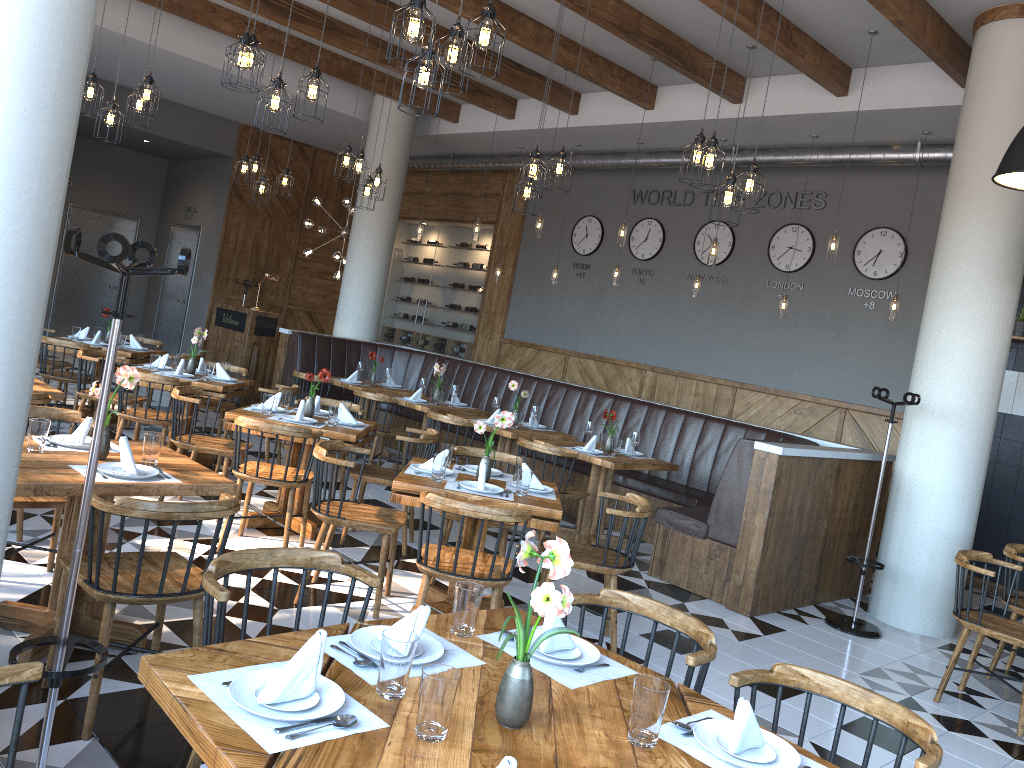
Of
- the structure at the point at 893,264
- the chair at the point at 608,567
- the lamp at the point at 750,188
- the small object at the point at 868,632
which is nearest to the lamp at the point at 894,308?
the structure at the point at 893,264

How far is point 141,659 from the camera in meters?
1.9

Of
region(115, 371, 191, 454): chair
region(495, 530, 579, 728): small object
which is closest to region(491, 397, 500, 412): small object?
region(115, 371, 191, 454): chair

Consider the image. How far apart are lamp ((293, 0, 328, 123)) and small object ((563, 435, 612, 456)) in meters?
3.3

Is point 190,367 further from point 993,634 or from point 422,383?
point 993,634

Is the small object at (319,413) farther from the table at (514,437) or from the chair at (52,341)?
the chair at (52,341)

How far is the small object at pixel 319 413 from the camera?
6.24m

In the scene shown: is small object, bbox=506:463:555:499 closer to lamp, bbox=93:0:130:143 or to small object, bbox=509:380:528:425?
small object, bbox=509:380:528:425

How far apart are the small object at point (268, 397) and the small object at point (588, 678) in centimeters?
376cm

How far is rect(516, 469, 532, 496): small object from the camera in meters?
4.6
